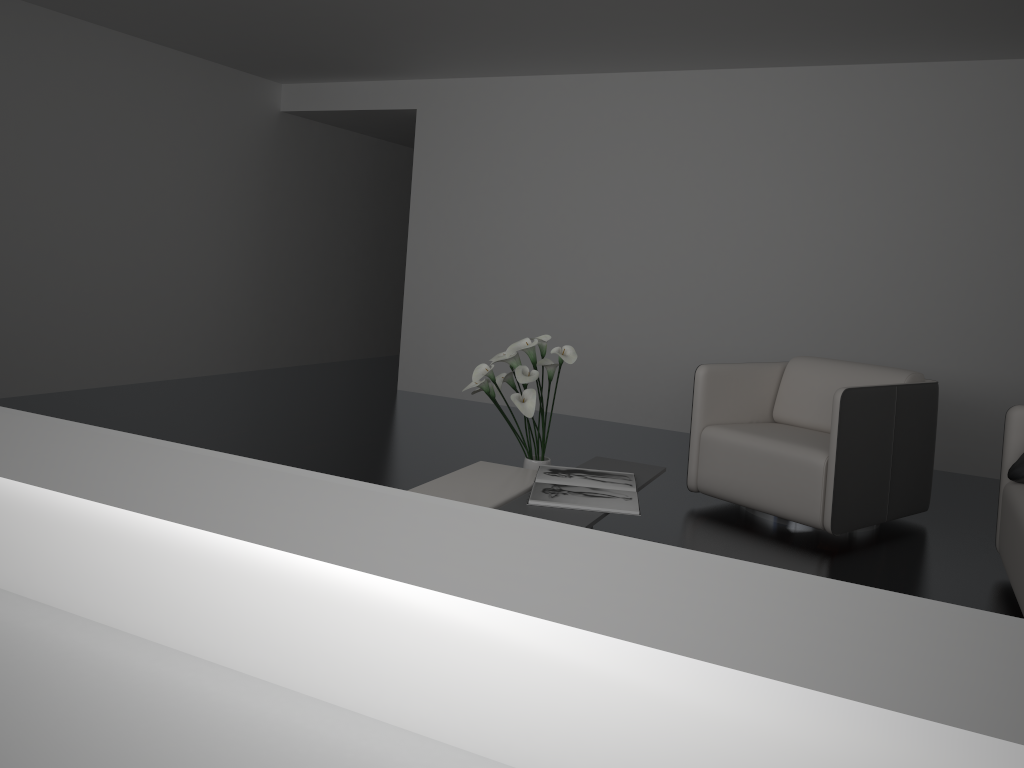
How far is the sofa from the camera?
2.98m

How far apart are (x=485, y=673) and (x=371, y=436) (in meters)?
4.97

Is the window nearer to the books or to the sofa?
the books

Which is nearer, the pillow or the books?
the books

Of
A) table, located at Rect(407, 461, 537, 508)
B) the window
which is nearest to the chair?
table, located at Rect(407, 461, 537, 508)

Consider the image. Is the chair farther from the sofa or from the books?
the books

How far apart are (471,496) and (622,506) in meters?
0.5 m

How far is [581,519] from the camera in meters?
2.7 m

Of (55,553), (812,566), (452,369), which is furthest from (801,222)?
(55,553)

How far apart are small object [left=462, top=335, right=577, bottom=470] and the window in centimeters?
A: 264cm
